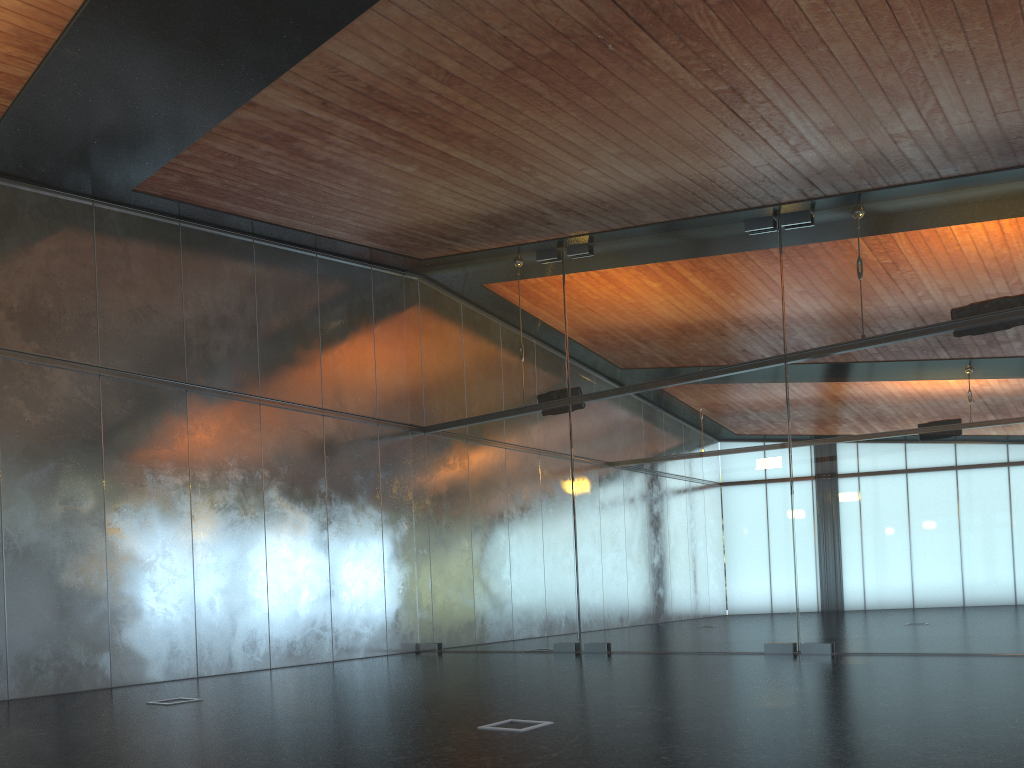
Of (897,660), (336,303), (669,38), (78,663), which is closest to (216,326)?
(336,303)
